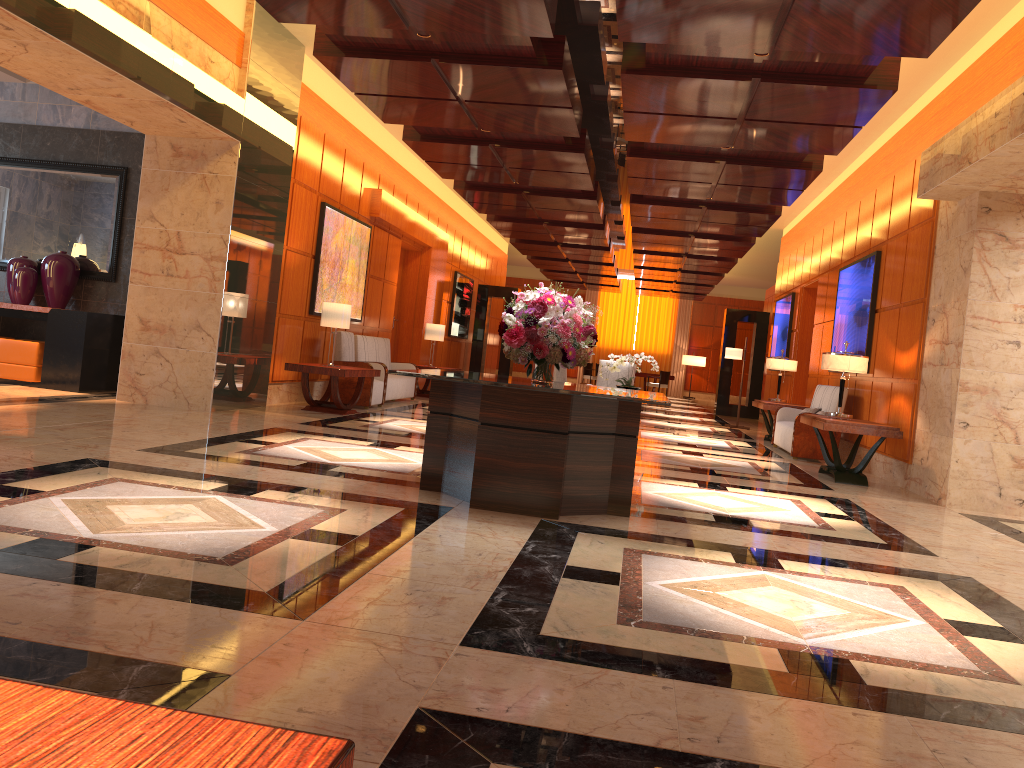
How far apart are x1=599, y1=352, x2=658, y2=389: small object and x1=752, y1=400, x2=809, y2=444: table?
2.3 meters

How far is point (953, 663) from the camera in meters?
3.1 m

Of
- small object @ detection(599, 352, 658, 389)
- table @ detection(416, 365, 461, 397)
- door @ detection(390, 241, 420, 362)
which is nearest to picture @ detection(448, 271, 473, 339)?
door @ detection(390, 241, 420, 362)

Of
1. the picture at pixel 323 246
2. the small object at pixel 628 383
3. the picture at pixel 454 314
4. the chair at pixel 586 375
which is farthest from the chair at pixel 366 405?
the chair at pixel 586 375

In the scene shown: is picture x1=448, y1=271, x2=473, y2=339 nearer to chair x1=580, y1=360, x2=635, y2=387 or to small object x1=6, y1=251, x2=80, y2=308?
chair x1=580, y1=360, x2=635, y2=387

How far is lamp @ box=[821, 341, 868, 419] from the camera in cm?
894

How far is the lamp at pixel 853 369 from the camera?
8.9 meters

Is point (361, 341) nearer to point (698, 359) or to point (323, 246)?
point (323, 246)

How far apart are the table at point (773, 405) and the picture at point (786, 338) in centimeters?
319cm

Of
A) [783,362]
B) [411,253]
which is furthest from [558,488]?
[411,253]
